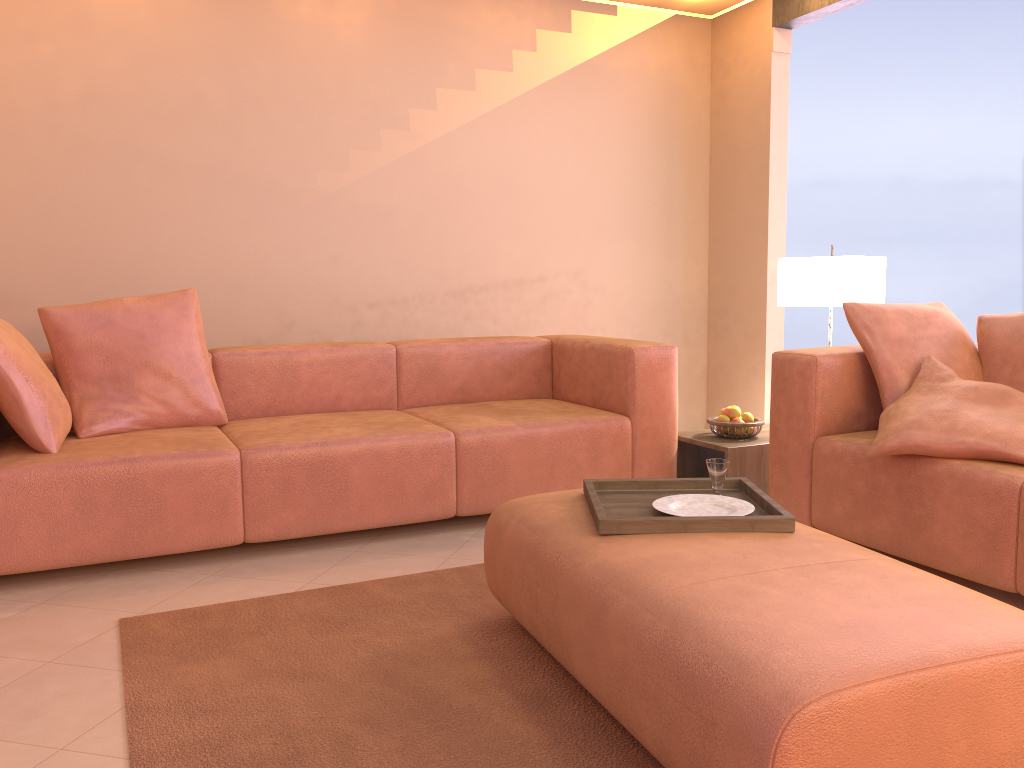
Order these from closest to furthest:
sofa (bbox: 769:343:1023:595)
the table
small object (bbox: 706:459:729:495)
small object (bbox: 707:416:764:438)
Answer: small object (bbox: 706:459:729:495) < sofa (bbox: 769:343:1023:595) < the table < small object (bbox: 707:416:764:438)

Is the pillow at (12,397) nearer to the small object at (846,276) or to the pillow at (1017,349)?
the small object at (846,276)

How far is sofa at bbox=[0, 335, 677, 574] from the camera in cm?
273

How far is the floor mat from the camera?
1.7m

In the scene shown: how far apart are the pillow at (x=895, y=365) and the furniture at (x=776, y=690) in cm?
114

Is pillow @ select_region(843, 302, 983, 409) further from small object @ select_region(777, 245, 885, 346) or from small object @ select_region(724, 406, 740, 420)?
small object @ select_region(724, 406, 740, 420)

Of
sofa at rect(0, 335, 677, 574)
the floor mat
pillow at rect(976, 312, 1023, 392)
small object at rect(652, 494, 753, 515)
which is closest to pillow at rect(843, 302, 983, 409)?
pillow at rect(976, 312, 1023, 392)

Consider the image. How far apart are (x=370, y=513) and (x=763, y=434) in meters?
1.7

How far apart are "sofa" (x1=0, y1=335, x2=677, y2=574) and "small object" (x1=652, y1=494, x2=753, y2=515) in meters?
1.2 m

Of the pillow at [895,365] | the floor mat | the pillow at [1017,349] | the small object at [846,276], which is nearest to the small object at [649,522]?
the floor mat
